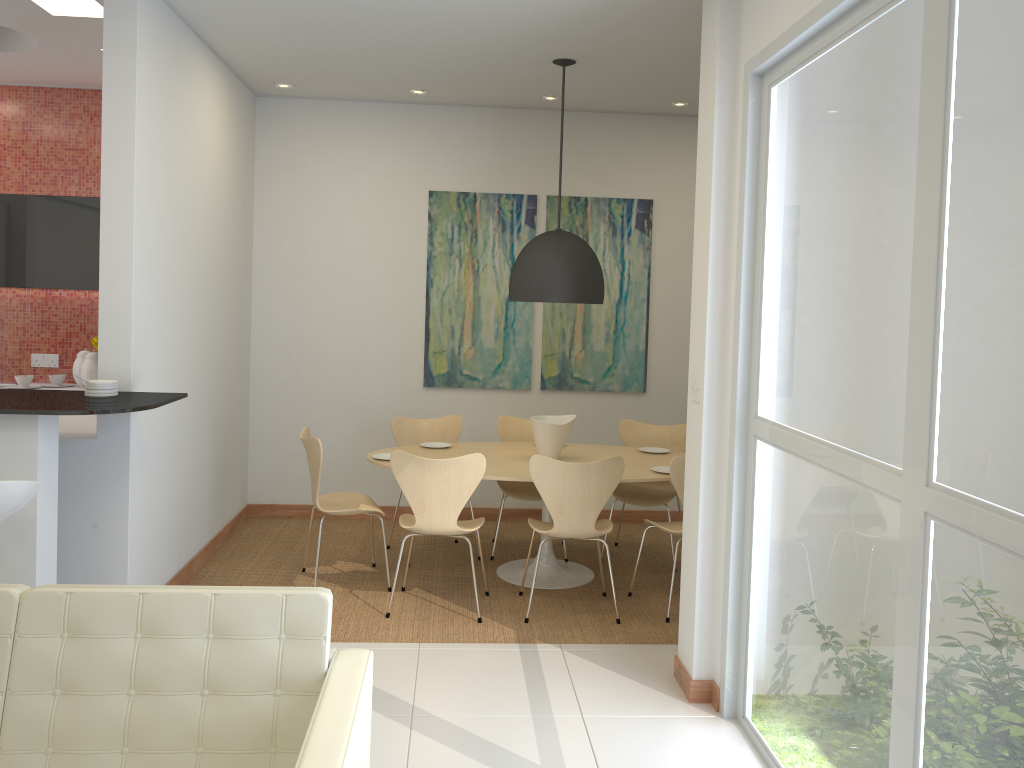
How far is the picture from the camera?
6.73m

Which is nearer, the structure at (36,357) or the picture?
the structure at (36,357)

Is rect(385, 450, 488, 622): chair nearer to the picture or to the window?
the window

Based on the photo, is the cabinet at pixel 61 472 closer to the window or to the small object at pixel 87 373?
the small object at pixel 87 373

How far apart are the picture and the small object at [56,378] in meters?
2.6 m

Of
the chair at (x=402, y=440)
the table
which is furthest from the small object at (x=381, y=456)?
the chair at (x=402, y=440)

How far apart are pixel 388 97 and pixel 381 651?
4.0 meters

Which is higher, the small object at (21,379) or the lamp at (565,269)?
the lamp at (565,269)

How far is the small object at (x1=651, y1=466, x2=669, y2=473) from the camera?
5.3m

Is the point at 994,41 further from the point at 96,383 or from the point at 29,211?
the point at 29,211
